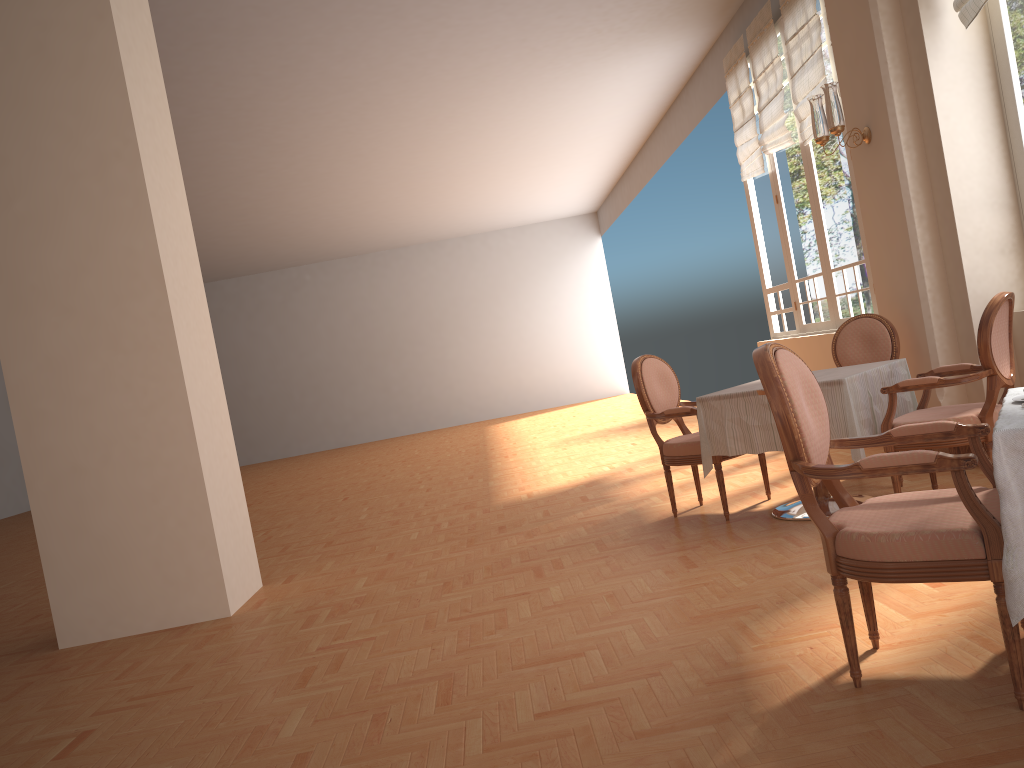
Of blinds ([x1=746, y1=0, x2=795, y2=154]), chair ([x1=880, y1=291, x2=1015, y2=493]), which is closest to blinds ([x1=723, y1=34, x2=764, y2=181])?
blinds ([x1=746, y1=0, x2=795, y2=154])

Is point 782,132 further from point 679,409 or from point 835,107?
point 679,409

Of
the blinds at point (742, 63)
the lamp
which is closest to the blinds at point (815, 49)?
the blinds at point (742, 63)

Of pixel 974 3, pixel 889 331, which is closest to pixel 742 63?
pixel 974 3

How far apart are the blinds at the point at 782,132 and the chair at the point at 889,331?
2.9m

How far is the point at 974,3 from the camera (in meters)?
4.45

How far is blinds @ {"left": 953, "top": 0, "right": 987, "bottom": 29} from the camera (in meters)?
4.45

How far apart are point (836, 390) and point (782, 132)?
4.3m

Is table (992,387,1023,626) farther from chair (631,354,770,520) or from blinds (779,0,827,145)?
blinds (779,0,827,145)

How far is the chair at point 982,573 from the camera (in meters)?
2.04
